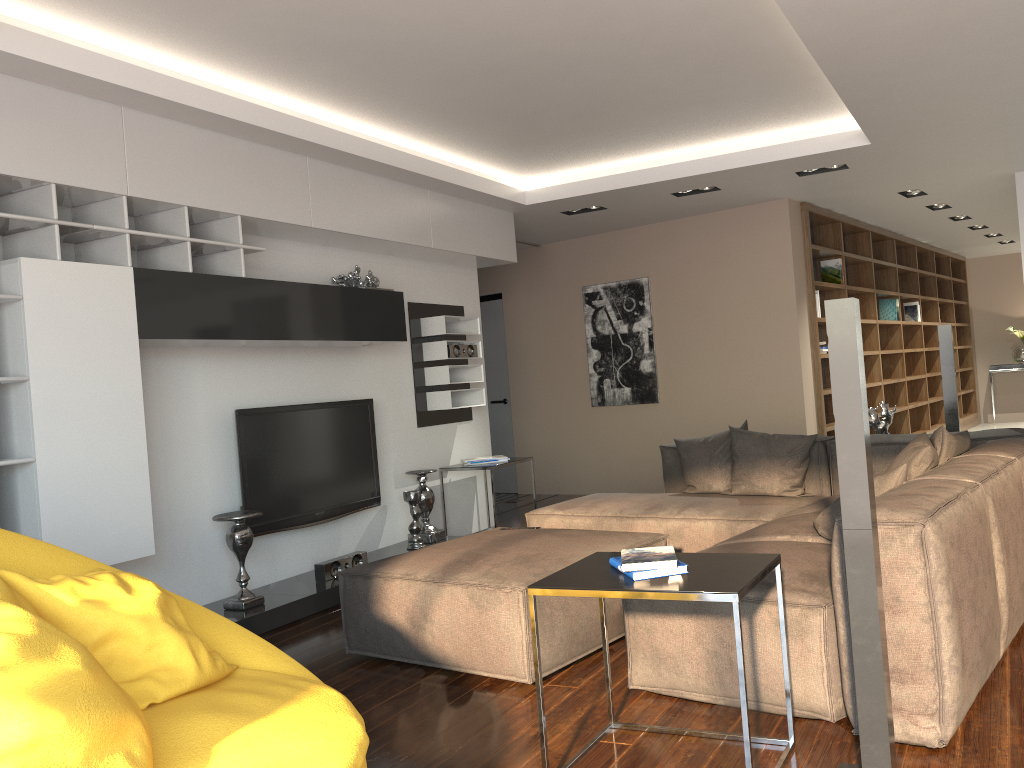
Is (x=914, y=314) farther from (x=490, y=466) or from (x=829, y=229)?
(x=490, y=466)

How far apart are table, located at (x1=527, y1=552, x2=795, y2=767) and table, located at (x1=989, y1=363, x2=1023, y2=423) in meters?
11.5 m

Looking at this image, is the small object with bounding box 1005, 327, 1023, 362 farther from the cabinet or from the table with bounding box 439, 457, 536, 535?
the table with bounding box 439, 457, 536, 535

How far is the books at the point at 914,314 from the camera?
10.2m

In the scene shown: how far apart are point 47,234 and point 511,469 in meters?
6.0

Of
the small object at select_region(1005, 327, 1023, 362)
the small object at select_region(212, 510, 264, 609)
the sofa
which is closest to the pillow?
the sofa

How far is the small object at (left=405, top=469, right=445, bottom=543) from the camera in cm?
600

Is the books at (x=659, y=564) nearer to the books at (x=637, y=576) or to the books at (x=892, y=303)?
the books at (x=637, y=576)

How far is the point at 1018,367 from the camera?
12.2m

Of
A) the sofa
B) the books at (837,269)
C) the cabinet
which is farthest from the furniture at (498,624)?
the books at (837,269)
